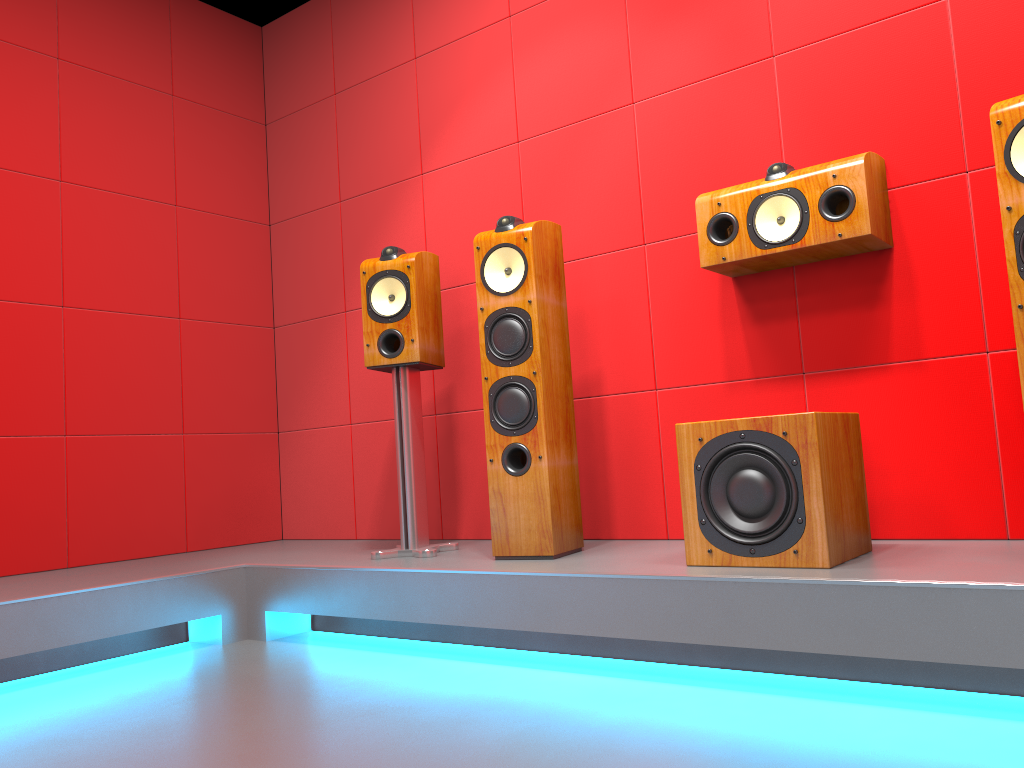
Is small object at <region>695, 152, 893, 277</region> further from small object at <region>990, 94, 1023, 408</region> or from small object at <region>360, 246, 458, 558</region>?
small object at <region>360, 246, 458, 558</region>

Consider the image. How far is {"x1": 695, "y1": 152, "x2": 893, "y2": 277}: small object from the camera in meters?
2.4 m

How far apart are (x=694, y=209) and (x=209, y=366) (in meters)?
2.24

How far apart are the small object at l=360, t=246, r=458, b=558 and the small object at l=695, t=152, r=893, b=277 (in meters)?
0.95

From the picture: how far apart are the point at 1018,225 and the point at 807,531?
0.8m

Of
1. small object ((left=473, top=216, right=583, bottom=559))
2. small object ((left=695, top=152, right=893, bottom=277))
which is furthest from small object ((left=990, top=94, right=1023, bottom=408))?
small object ((left=473, top=216, right=583, bottom=559))

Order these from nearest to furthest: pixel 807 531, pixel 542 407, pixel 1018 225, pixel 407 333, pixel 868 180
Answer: pixel 1018 225 → pixel 807 531 → pixel 868 180 → pixel 542 407 → pixel 407 333

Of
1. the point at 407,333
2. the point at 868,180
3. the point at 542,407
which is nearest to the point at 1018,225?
the point at 868,180

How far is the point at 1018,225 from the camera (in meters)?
1.90

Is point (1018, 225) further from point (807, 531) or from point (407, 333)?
point (407, 333)
